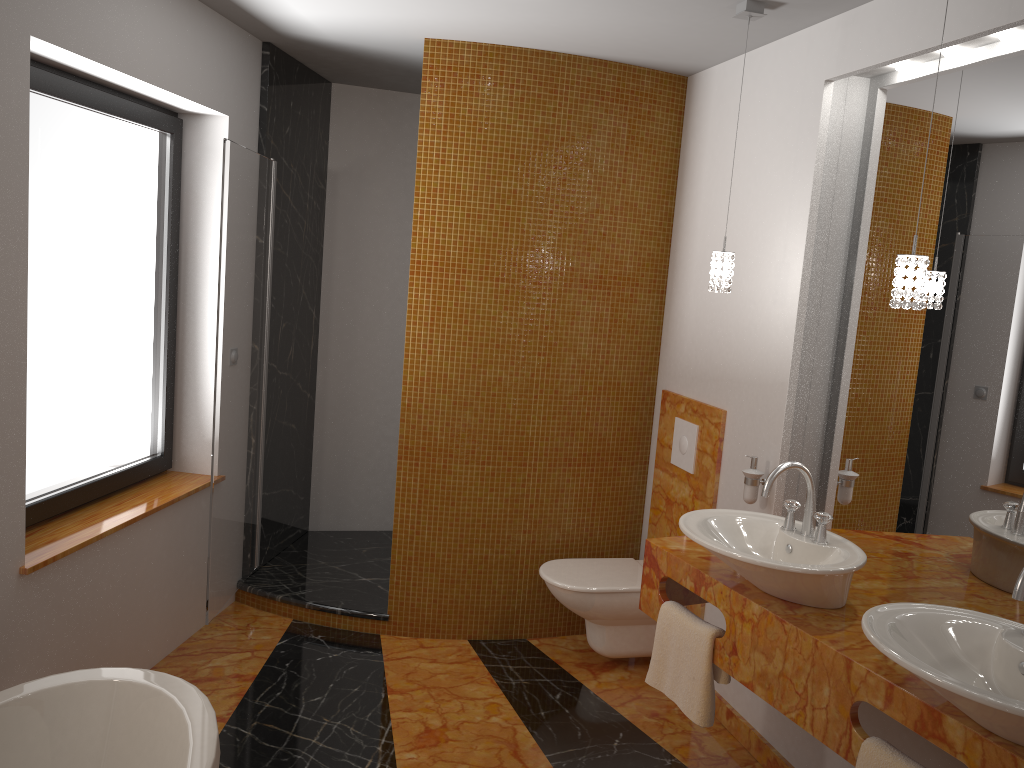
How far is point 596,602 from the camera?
3.5m

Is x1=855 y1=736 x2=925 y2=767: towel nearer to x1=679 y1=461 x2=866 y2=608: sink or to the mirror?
x1=679 y1=461 x2=866 y2=608: sink

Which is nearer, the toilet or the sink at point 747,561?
the sink at point 747,561

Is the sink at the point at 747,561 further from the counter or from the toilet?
the toilet

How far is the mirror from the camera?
2.3 meters

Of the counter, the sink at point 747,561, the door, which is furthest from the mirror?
the door

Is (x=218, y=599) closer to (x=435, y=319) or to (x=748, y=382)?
(x=435, y=319)

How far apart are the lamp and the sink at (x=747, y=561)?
0.5 meters

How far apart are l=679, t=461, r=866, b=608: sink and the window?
2.07m

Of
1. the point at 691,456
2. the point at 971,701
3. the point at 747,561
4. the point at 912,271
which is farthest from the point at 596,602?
Result: the point at 971,701
